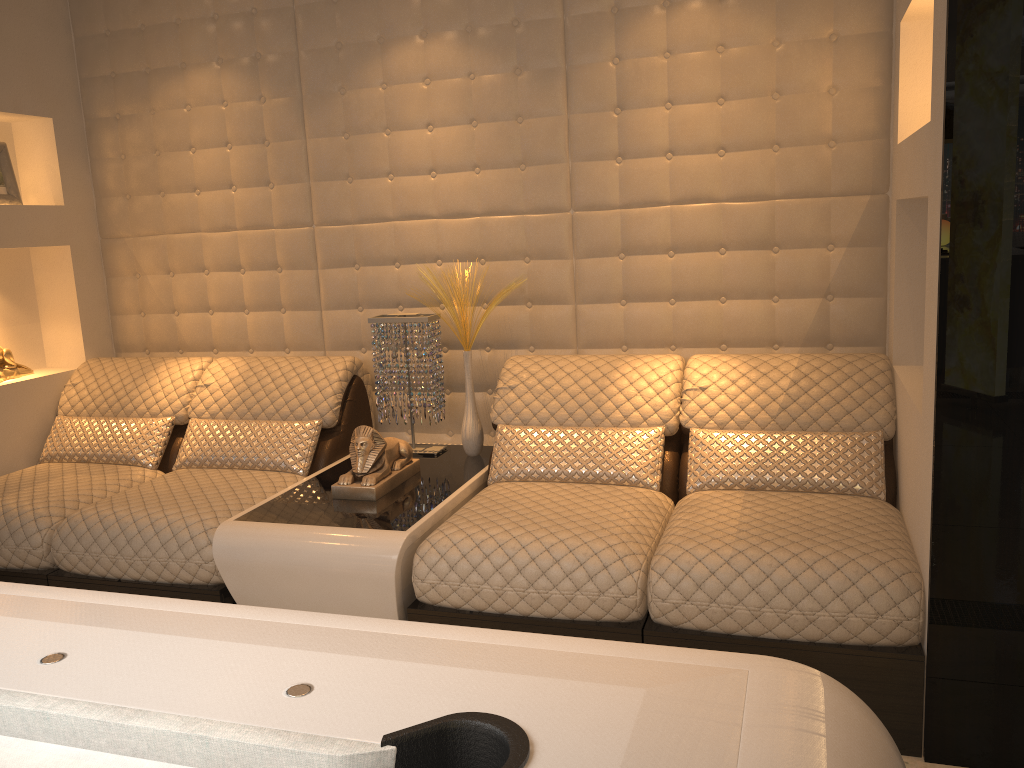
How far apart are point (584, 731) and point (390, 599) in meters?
1.7 m

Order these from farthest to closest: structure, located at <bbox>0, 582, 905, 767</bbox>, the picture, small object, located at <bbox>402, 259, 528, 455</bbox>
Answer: the picture
small object, located at <bbox>402, 259, 528, 455</bbox>
structure, located at <bbox>0, 582, 905, 767</bbox>

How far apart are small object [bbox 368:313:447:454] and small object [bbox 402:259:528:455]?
0.1m

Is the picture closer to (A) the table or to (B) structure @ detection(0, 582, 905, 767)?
(A) the table

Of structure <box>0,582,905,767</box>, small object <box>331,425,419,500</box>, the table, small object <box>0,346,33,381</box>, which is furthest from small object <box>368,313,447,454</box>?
structure <box>0,582,905,767</box>

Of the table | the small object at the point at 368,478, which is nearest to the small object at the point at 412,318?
the table

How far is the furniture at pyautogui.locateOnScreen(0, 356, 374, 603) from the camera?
2.7 meters

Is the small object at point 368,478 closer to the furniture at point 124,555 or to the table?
the table

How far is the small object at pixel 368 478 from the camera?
2.8 meters

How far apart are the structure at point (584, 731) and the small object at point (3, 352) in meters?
2.6 m
